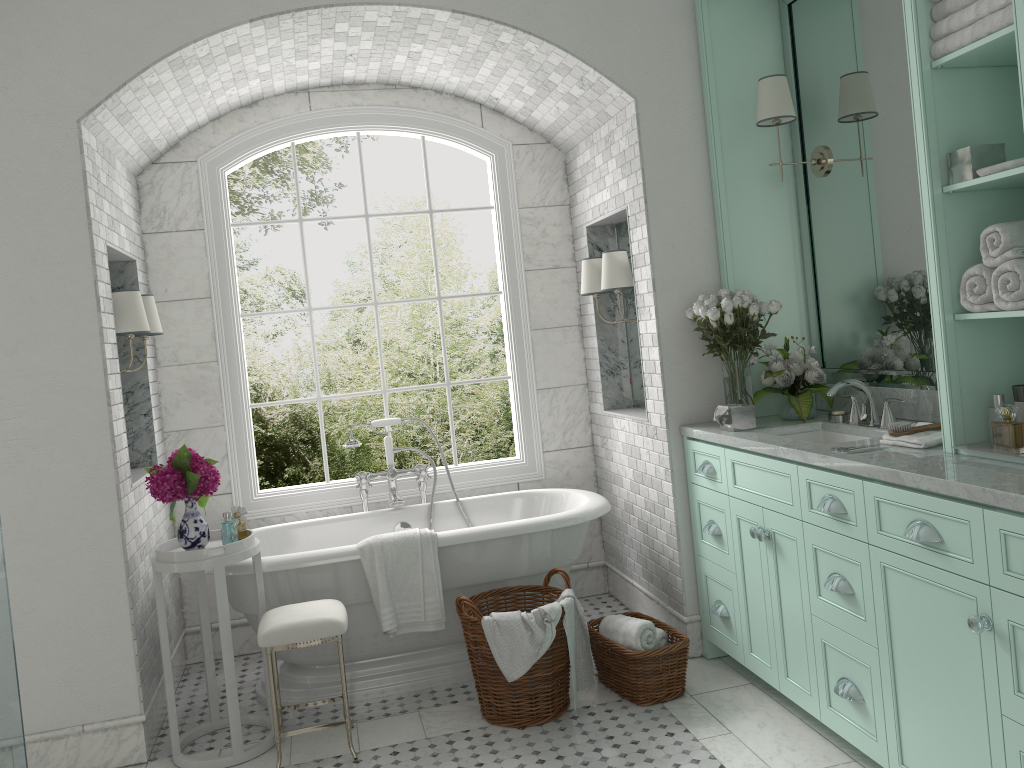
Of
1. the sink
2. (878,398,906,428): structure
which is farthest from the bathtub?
(878,398,906,428): structure

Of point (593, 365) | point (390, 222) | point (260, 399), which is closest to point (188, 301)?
point (593, 365)

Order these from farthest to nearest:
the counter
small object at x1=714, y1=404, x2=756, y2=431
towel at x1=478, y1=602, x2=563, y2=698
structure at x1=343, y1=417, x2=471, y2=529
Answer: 1. structure at x1=343, y1=417, x2=471, y2=529
2. small object at x1=714, y1=404, x2=756, y2=431
3. towel at x1=478, y1=602, x2=563, y2=698
4. the counter

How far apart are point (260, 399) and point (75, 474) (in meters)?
6.32

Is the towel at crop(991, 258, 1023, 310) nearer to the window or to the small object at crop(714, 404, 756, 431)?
the small object at crop(714, 404, 756, 431)

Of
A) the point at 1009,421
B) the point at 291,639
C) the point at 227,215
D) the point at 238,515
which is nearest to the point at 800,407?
the point at 291,639

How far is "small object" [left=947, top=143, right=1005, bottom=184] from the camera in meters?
2.7 m

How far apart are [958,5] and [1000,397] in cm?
122

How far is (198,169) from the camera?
5.0 meters

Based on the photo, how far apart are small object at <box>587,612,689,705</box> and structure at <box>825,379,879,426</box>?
1.2m
